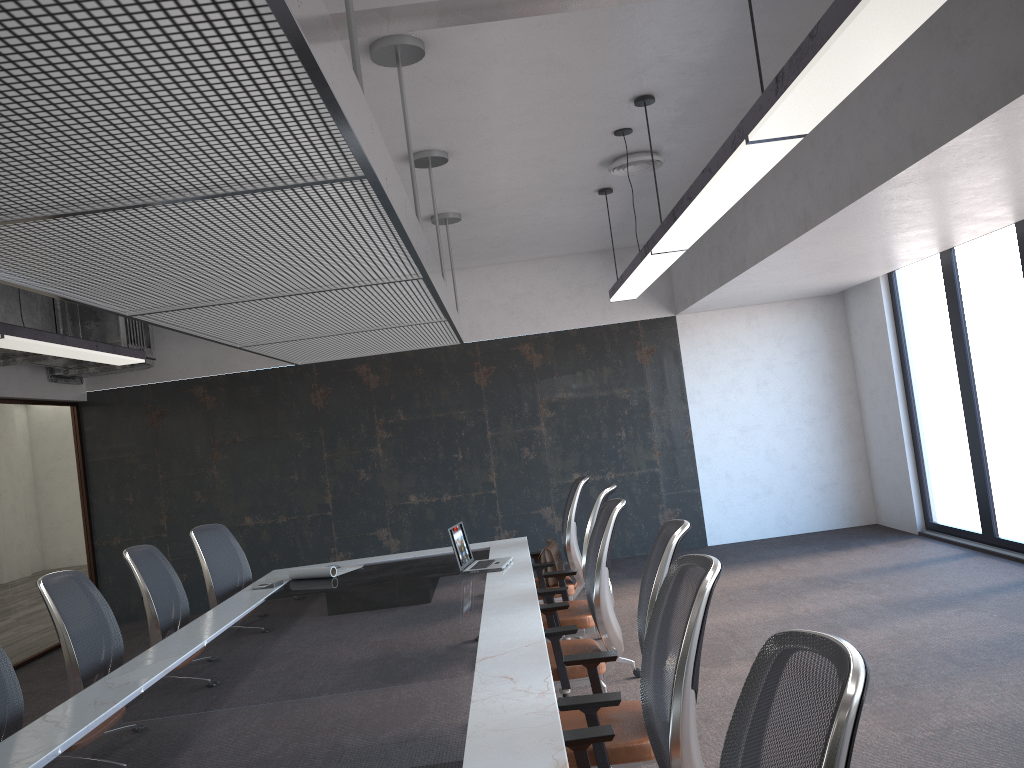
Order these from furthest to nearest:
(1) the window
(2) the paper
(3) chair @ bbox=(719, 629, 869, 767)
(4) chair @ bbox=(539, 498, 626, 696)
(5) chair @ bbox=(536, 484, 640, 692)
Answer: (1) the window
(2) the paper
(5) chair @ bbox=(536, 484, 640, 692)
(4) chair @ bbox=(539, 498, 626, 696)
(3) chair @ bbox=(719, 629, 869, 767)

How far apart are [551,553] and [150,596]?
2.5m

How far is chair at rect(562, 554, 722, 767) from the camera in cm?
220

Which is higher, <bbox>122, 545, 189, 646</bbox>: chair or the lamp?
the lamp

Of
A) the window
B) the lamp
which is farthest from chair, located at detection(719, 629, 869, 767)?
the window

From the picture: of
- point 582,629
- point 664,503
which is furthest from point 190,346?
point 582,629

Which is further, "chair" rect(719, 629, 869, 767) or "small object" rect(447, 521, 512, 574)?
"small object" rect(447, 521, 512, 574)

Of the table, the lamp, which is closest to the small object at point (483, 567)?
the table

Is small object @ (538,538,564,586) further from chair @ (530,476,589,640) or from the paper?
the paper

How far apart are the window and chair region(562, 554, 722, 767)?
5.4 meters
